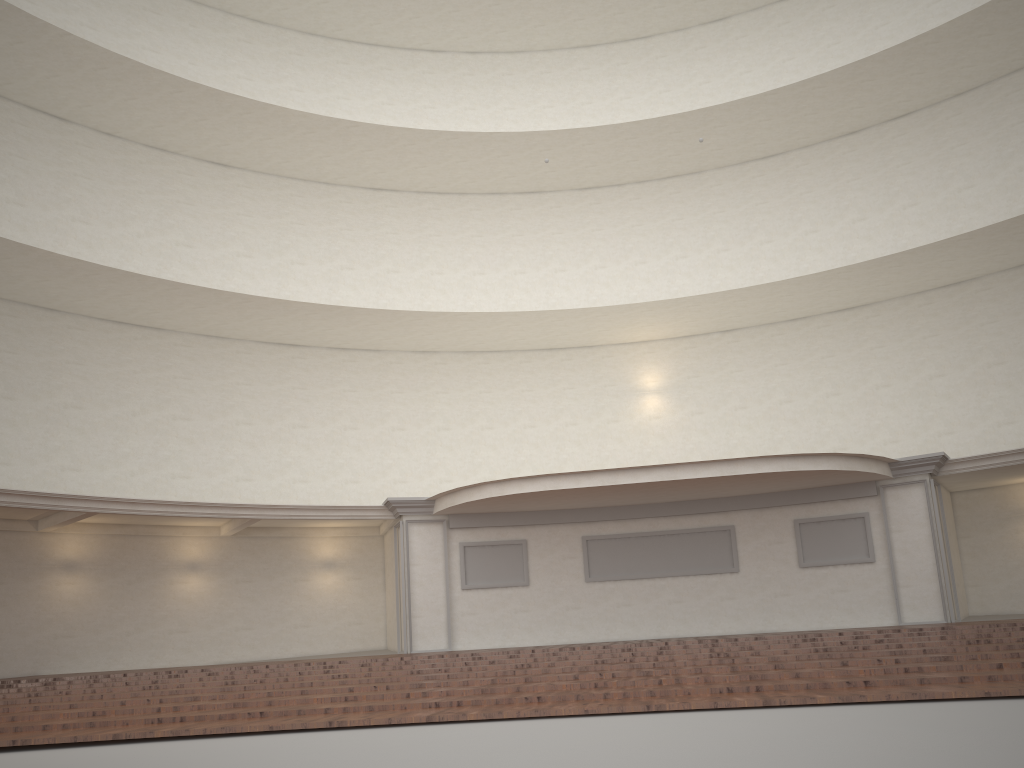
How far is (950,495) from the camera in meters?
18.4 m

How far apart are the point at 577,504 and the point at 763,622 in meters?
4.1 m
